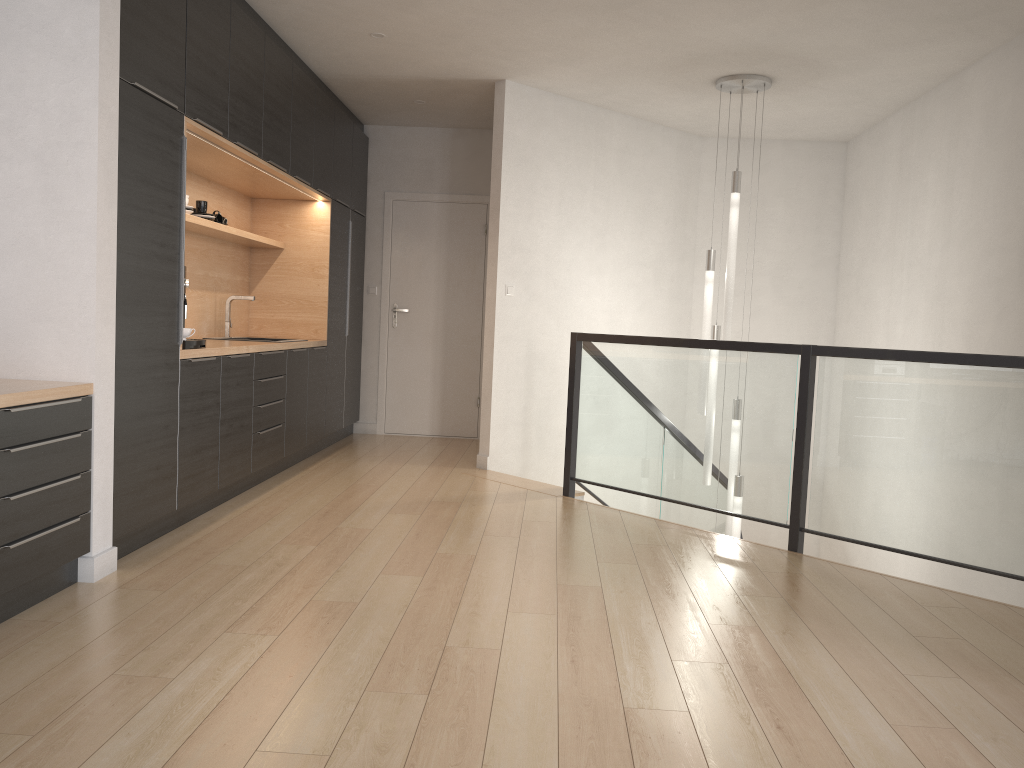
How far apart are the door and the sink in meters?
2.0 m

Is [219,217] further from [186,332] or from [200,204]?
[186,332]

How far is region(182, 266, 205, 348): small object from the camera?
4.2 meters

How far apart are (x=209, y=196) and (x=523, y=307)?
2.2m

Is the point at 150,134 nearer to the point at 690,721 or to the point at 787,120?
the point at 690,721

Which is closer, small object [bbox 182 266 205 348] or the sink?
small object [bbox 182 266 205 348]

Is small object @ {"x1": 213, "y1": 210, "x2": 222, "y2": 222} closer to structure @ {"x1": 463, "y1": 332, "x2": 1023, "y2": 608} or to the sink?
the sink

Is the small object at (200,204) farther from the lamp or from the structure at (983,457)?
the lamp

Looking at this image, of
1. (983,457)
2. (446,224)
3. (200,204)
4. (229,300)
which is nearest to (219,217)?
(200,204)

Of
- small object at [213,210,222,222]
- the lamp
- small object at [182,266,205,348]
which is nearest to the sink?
small object at [213,210,222,222]
